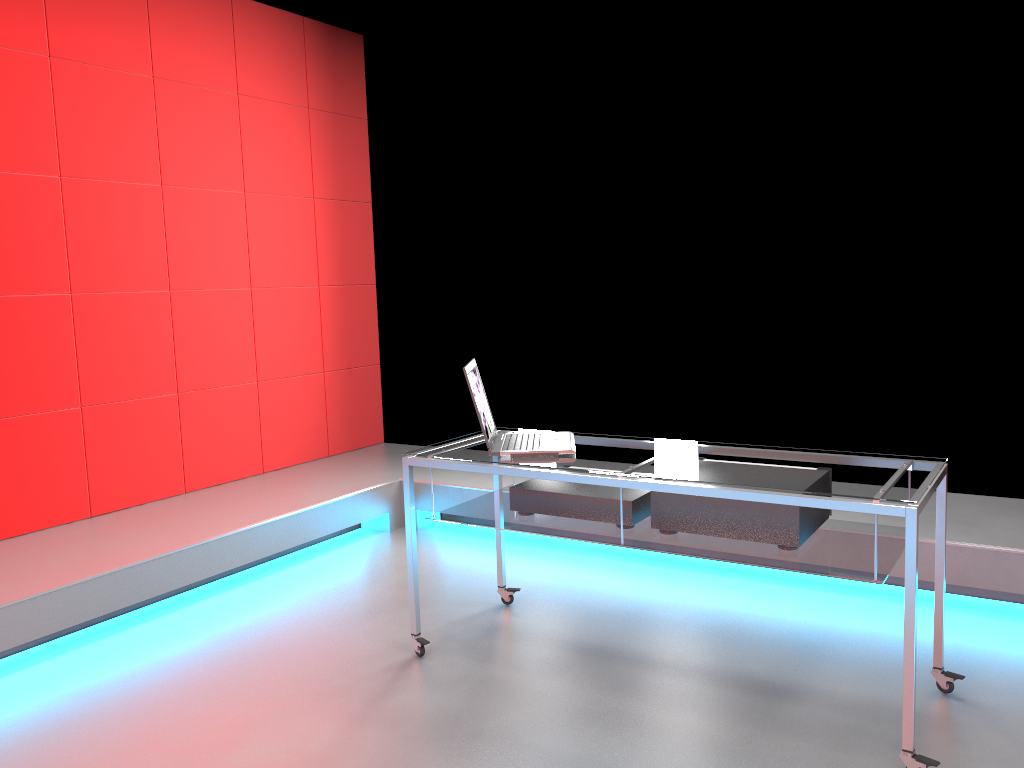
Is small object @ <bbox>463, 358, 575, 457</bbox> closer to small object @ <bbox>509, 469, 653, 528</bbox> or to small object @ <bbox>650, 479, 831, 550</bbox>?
small object @ <bbox>509, 469, 653, 528</bbox>

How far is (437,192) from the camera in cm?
519

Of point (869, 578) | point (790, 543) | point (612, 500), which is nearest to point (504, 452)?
point (612, 500)

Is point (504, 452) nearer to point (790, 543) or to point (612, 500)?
point (612, 500)

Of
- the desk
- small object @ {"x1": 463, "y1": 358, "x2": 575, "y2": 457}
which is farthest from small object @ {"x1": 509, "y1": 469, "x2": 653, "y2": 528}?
small object @ {"x1": 463, "y1": 358, "x2": 575, "y2": 457}

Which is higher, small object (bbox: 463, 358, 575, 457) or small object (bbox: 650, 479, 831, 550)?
small object (bbox: 463, 358, 575, 457)

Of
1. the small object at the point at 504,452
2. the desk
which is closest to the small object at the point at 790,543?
the desk

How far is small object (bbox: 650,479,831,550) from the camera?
2.4m

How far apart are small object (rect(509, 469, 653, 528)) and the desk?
0.0m

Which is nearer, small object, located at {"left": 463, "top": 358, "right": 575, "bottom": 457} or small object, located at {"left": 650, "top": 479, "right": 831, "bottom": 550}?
small object, located at {"left": 650, "top": 479, "right": 831, "bottom": 550}
